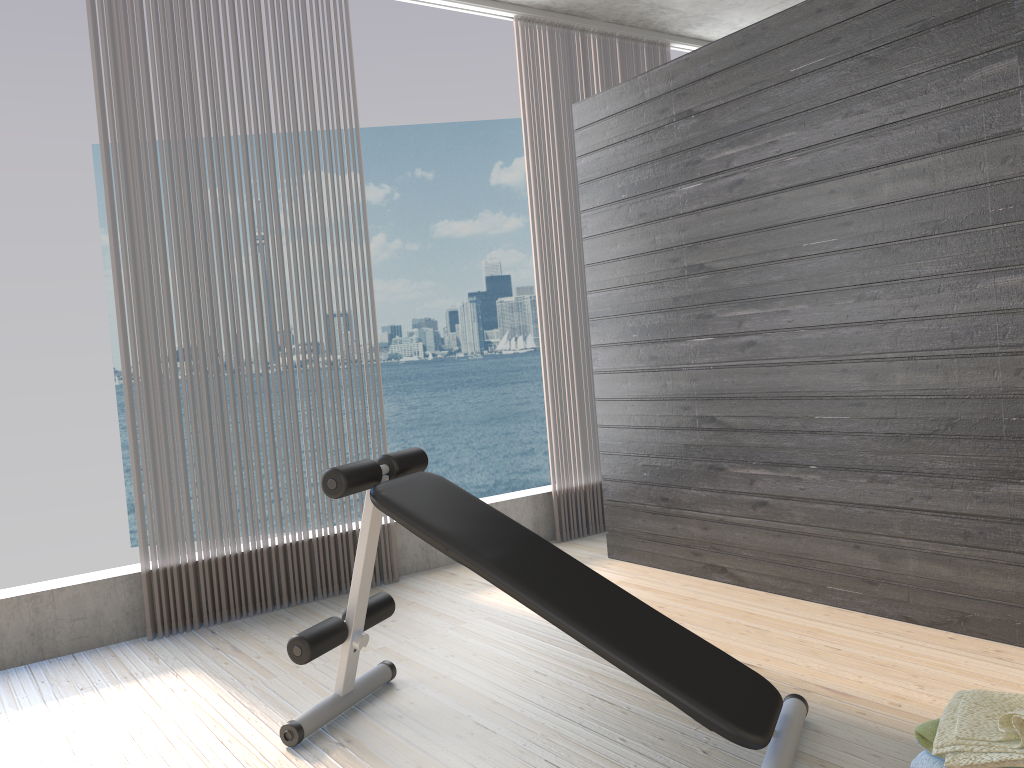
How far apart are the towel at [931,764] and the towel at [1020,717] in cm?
6

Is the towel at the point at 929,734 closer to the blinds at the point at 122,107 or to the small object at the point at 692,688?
the small object at the point at 692,688

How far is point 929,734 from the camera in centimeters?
186cm

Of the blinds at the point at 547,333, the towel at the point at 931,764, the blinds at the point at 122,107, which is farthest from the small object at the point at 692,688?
the blinds at the point at 547,333

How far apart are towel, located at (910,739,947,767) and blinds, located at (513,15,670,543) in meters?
2.8 m

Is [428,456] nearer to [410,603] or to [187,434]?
[410,603]

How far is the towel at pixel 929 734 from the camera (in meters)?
1.86

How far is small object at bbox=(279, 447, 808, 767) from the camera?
2.0m

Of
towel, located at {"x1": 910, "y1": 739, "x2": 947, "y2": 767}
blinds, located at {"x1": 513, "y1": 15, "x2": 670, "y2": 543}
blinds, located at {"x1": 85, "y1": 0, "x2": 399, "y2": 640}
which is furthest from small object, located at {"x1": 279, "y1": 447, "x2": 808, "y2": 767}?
blinds, located at {"x1": 513, "y1": 15, "x2": 670, "y2": 543}

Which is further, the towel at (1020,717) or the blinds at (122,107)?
the blinds at (122,107)
